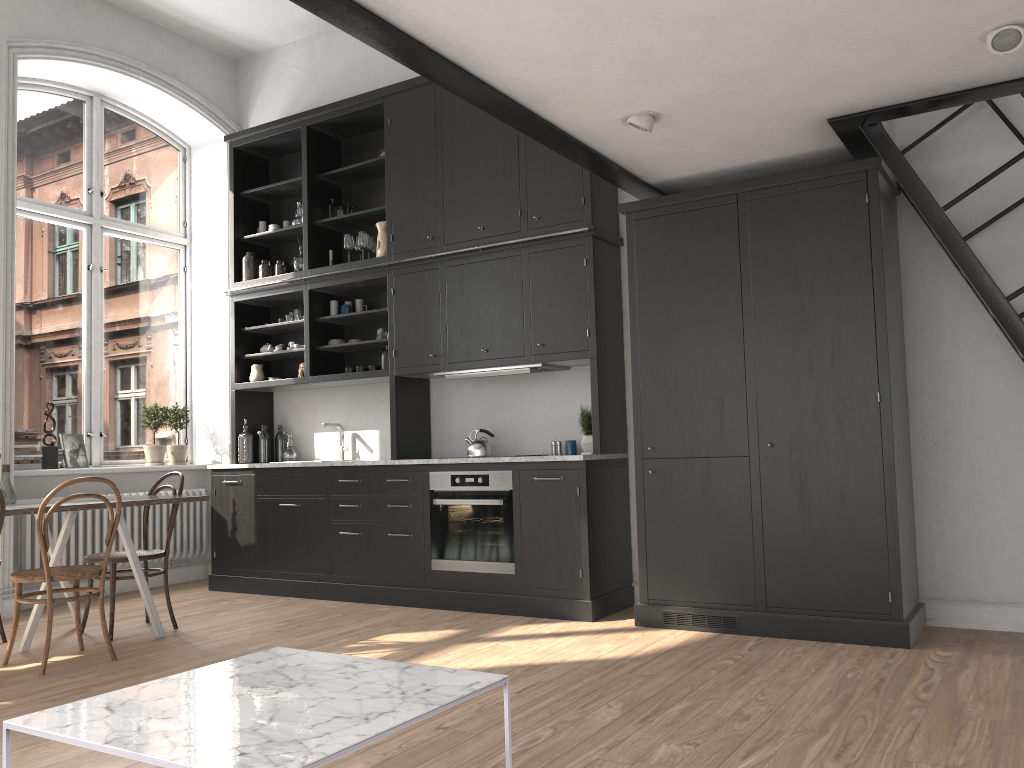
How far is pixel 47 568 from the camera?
4.2 meters

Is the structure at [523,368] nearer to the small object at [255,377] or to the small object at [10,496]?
the small object at [255,377]

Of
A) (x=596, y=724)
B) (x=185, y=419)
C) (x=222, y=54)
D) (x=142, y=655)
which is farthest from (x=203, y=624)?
(x=222, y=54)

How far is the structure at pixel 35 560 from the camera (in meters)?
6.01

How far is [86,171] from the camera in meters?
7.0

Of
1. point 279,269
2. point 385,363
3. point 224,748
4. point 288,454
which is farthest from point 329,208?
point 224,748

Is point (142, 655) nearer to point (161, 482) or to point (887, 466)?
point (161, 482)

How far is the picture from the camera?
6.5m

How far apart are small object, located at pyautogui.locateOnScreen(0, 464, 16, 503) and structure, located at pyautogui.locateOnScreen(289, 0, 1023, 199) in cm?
318

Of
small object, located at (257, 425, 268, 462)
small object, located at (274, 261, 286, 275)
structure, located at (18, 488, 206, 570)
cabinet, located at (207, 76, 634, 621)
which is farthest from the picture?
small object, located at (274, 261, 286, 275)
